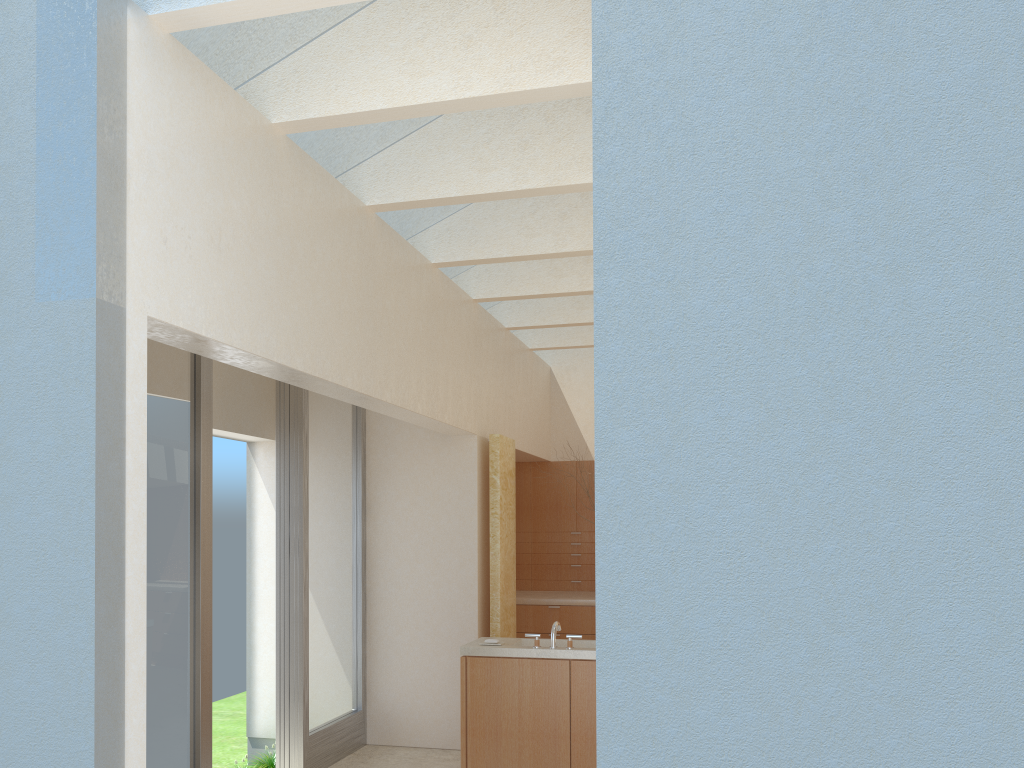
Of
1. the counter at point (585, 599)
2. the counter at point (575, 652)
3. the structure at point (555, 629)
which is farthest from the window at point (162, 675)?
the counter at point (585, 599)

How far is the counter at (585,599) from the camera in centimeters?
1916cm

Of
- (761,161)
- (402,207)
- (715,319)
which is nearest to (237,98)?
(402,207)

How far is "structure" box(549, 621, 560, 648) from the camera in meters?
12.6 m

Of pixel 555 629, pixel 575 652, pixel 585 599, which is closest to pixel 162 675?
pixel 555 629

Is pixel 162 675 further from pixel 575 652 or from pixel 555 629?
pixel 575 652

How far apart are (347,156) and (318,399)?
4.9 meters

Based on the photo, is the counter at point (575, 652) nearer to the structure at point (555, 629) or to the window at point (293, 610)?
the structure at point (555, 629)

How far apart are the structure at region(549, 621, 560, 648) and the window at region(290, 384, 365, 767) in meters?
4.0

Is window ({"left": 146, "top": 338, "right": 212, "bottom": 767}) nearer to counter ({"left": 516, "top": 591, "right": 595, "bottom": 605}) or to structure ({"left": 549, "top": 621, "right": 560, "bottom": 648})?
structure ({"left": 549, "top": 621, "right": 560, "bottom": 648})
